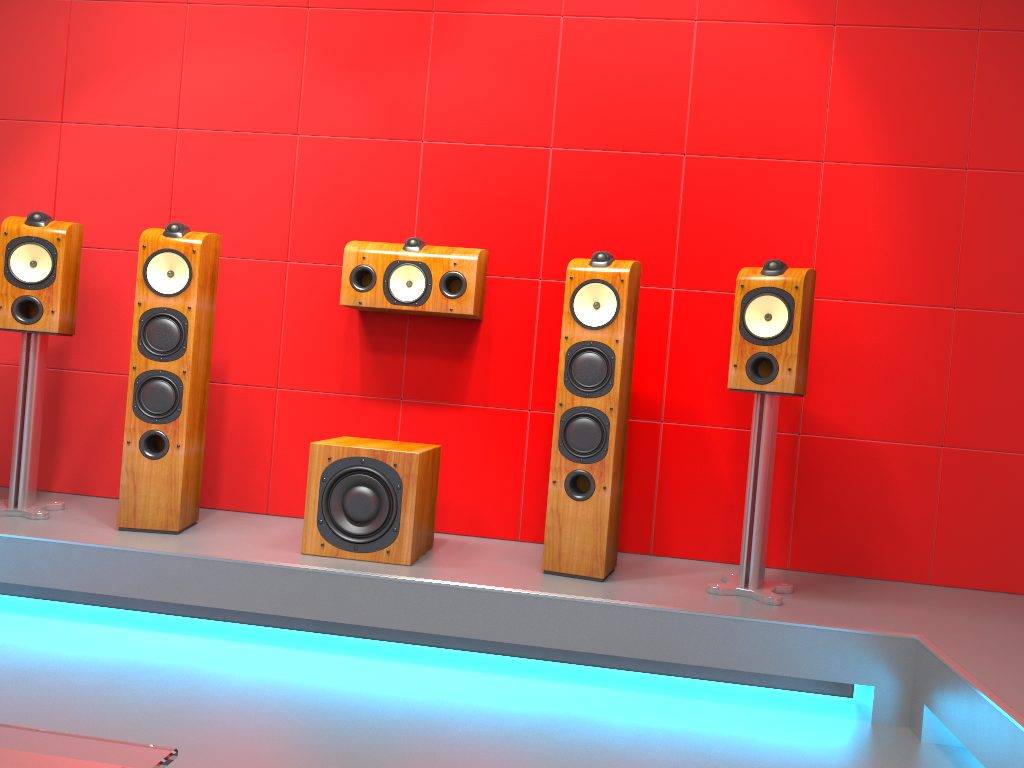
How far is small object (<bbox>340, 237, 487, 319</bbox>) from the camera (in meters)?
3.17

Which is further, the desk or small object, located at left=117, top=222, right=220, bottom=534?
small object, located at left=117, top=222, right=220, bottom=534

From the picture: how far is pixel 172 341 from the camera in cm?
296

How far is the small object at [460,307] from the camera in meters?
3.2

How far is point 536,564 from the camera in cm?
299

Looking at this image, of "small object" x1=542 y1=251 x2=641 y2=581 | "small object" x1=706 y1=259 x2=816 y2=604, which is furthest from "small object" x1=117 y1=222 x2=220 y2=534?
"small object" x1=706 y1=259 x2=816 y2=604

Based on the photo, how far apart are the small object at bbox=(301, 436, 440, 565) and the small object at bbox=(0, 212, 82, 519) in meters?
1.0 m

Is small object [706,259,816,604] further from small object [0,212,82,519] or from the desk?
the desk

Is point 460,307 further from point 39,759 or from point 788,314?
point 39,759

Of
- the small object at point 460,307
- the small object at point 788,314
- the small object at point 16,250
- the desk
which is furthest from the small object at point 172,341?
the desk
